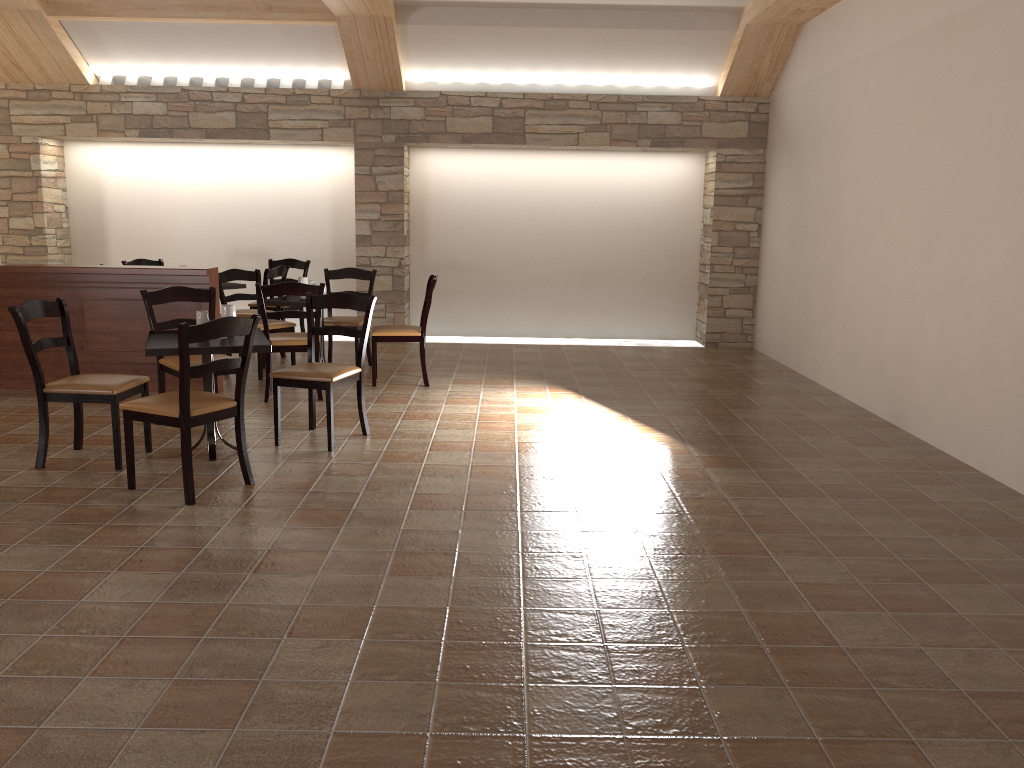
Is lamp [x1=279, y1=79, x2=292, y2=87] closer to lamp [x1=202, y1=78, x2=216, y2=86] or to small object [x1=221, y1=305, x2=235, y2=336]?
lamp [x1=202, y1=78, x2=216, y2=86]

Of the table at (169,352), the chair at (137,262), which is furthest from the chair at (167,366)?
the chair at (137,262)

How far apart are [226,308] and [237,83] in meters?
5.0

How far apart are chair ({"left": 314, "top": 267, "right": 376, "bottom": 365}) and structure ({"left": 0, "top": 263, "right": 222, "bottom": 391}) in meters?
1.1

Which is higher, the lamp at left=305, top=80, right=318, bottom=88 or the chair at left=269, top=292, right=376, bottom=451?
the lamp at left=305, top=80, right=318, bottom=88

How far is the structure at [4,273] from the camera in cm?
639

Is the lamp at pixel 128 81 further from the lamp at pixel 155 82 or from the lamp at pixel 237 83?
the lamp at pixel 237 83

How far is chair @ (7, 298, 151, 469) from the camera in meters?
4.5

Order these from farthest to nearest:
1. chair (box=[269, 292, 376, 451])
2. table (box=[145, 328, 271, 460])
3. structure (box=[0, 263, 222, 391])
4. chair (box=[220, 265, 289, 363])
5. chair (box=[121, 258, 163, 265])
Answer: chair (box=[121, 258, 163, 265]) < chair (box=[220, 265, 289, 363]) < structure (box=[0, 263, 222, 391]) < chair (box=[269, 292, 376, 451]) < table (box=[145, 328, 271, 460])

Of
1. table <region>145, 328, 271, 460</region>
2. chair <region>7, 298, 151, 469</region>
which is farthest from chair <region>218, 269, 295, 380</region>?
chair <region>7, 298, 151, 469</region>
